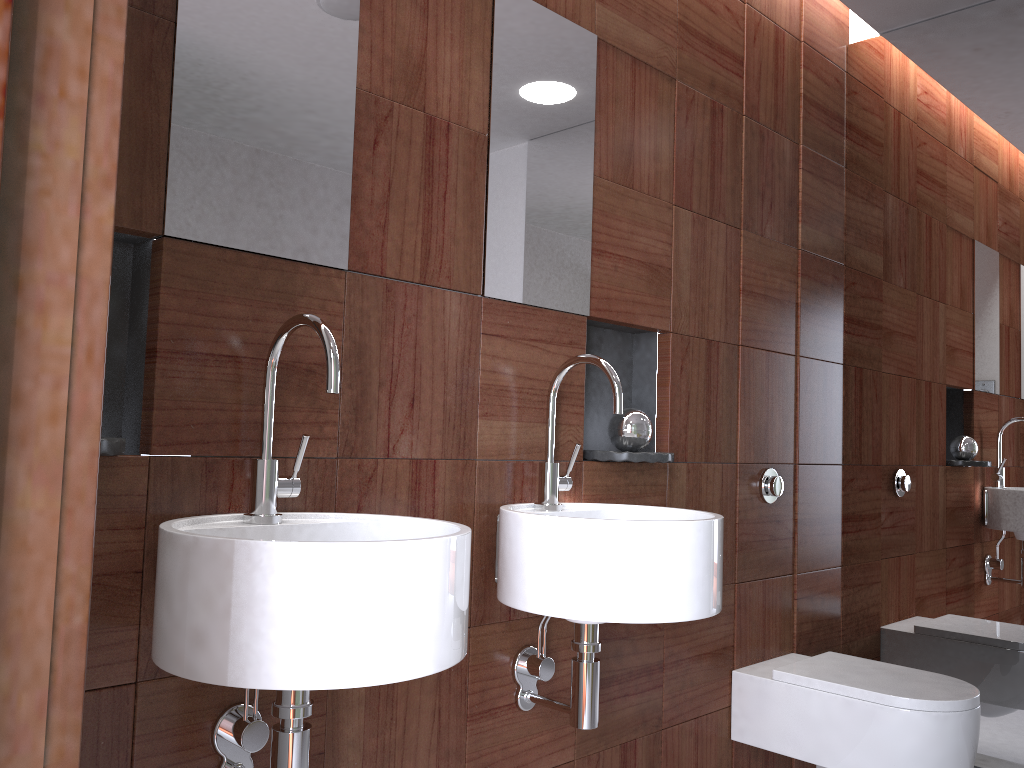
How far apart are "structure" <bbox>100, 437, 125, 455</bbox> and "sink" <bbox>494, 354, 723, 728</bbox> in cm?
66

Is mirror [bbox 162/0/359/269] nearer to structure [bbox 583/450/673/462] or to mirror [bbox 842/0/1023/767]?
structure [bbox 583/450/673/462]

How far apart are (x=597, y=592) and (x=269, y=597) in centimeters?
62cm

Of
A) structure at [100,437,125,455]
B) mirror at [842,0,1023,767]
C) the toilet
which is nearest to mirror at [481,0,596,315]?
structure at [100,437,125,455]

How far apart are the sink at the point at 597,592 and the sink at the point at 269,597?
0.2m

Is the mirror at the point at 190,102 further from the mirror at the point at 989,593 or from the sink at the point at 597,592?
the mirror at the point at 989,593

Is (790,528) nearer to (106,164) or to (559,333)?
(559,333)

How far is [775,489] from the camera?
2.44m

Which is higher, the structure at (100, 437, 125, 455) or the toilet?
the structure at (100, 437, 125, 455)

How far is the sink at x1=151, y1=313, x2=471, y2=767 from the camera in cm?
101
